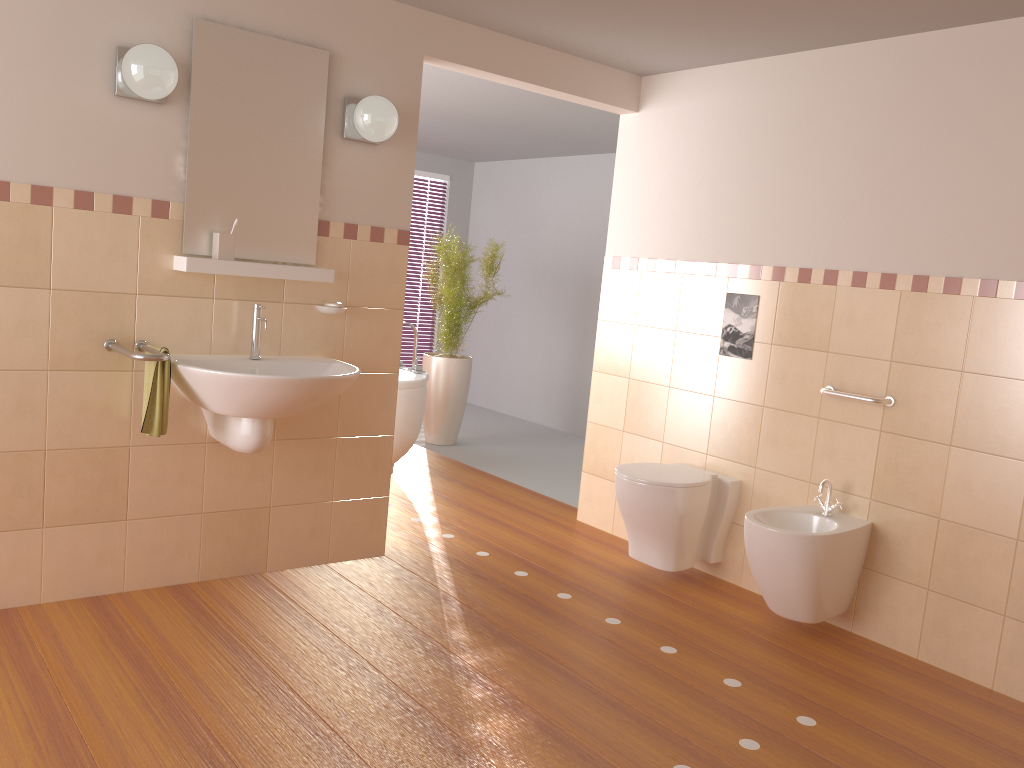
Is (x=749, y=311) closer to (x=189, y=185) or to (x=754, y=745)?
(x=754, y=745)

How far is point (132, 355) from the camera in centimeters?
279cm

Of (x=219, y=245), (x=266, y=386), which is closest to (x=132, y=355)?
(x=266, y=386)

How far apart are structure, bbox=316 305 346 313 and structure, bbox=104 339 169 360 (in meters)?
0.67

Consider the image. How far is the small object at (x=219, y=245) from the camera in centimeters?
310cm

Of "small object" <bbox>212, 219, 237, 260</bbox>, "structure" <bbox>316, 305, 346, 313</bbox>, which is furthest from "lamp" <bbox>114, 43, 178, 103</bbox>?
"structure" <bbox>316, 305, 346, 313</bbox>

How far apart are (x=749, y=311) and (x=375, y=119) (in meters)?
1.76

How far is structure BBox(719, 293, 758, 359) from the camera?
3.8m

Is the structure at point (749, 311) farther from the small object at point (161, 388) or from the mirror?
the small object at point (161, 388)

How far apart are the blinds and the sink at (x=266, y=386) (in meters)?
4.87
